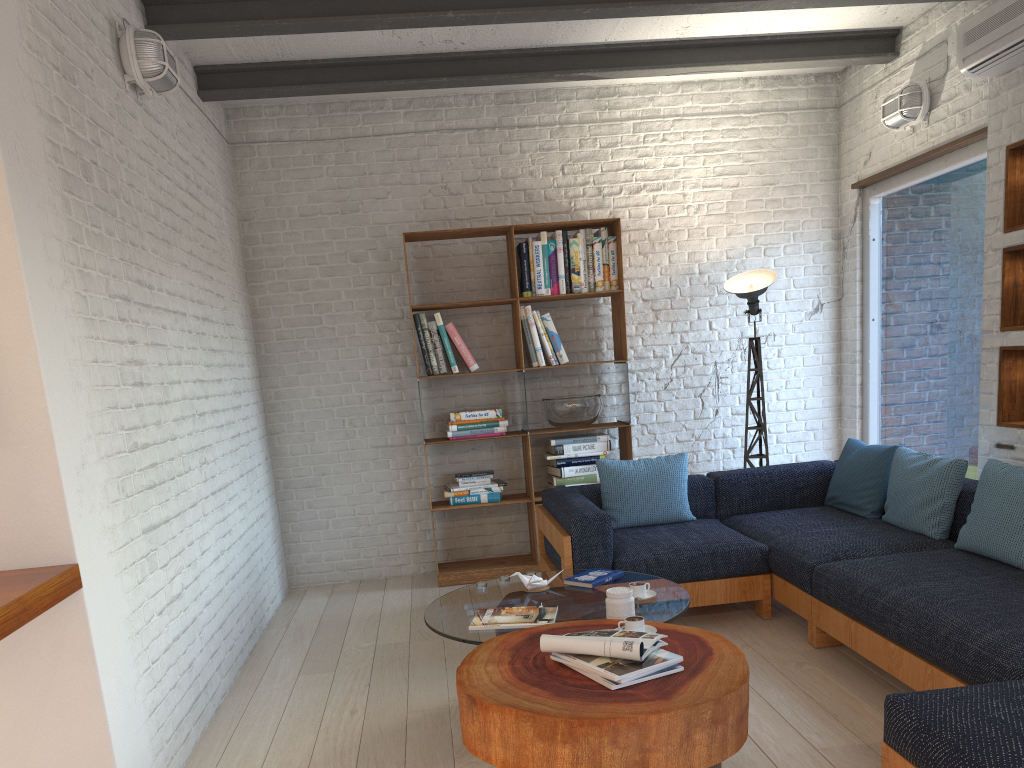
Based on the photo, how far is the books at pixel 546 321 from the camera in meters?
5.6

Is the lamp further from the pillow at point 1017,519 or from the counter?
the counter

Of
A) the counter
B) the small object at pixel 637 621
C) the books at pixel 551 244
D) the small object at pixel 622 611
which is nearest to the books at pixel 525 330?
the books at pixel 551 244

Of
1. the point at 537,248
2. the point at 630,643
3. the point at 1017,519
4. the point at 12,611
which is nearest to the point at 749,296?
the point at 537,248

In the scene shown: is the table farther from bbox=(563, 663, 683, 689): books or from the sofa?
the sofa

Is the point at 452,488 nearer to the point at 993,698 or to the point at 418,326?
the point at 418,326

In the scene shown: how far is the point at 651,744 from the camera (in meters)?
2.20

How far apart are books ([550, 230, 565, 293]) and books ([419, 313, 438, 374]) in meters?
0.9

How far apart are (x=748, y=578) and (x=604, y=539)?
0.8 meters

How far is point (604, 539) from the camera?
4.2m
